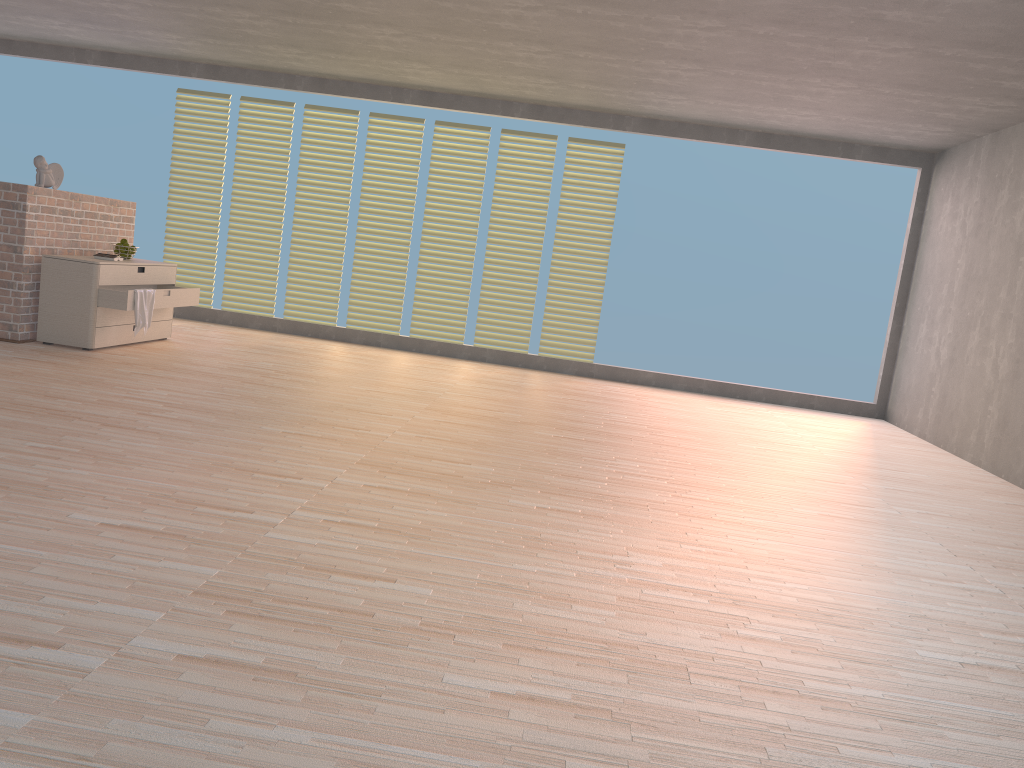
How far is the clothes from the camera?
6.17m

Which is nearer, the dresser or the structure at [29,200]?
the structure at [29,200]

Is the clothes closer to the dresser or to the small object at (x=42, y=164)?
the dresser

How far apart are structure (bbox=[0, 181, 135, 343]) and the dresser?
0.08m

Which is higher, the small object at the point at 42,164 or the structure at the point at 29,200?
the small object at the point at 42,164

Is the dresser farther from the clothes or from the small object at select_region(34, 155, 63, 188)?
the small object at select_region(34, 155, 63, 188)

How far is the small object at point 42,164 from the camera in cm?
608

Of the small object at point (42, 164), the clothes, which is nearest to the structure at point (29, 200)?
the small object at point (42, 164)

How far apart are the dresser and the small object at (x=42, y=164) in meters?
0.5

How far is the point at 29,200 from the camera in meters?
5.9 m
